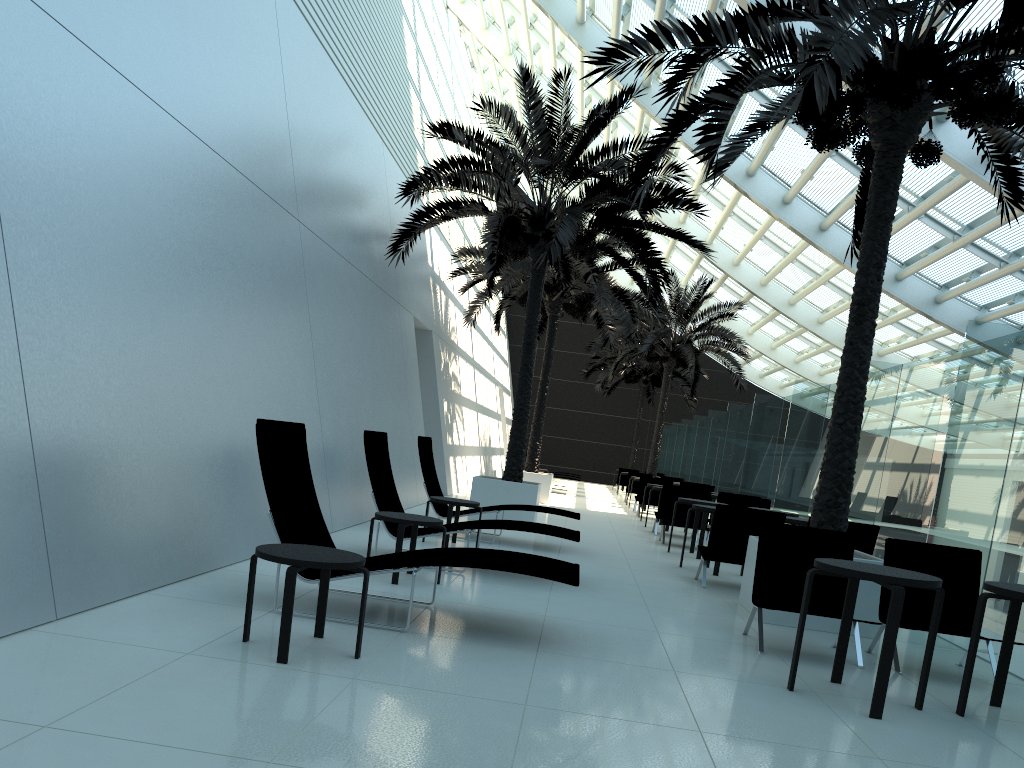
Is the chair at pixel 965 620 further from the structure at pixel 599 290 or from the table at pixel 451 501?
the structure at pixel 599 290

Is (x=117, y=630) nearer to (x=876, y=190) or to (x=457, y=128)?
(x=876, y=190)

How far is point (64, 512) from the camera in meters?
4.6

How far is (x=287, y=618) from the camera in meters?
4.1 m

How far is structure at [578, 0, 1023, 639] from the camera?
6.3 meters

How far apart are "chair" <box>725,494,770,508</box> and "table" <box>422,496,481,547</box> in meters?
5.7 m

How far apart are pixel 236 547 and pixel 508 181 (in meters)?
33.95

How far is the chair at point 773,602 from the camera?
6.3 meters

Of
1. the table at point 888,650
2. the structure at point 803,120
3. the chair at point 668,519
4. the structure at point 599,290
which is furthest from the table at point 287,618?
the structure at point 599,290

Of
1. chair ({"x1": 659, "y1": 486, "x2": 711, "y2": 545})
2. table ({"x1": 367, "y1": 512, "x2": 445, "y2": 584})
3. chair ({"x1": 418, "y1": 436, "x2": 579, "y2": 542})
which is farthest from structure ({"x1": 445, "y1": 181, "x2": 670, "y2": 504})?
table ({"x1": 367, "y1": 512, "x2": 445, "y2": 584})
